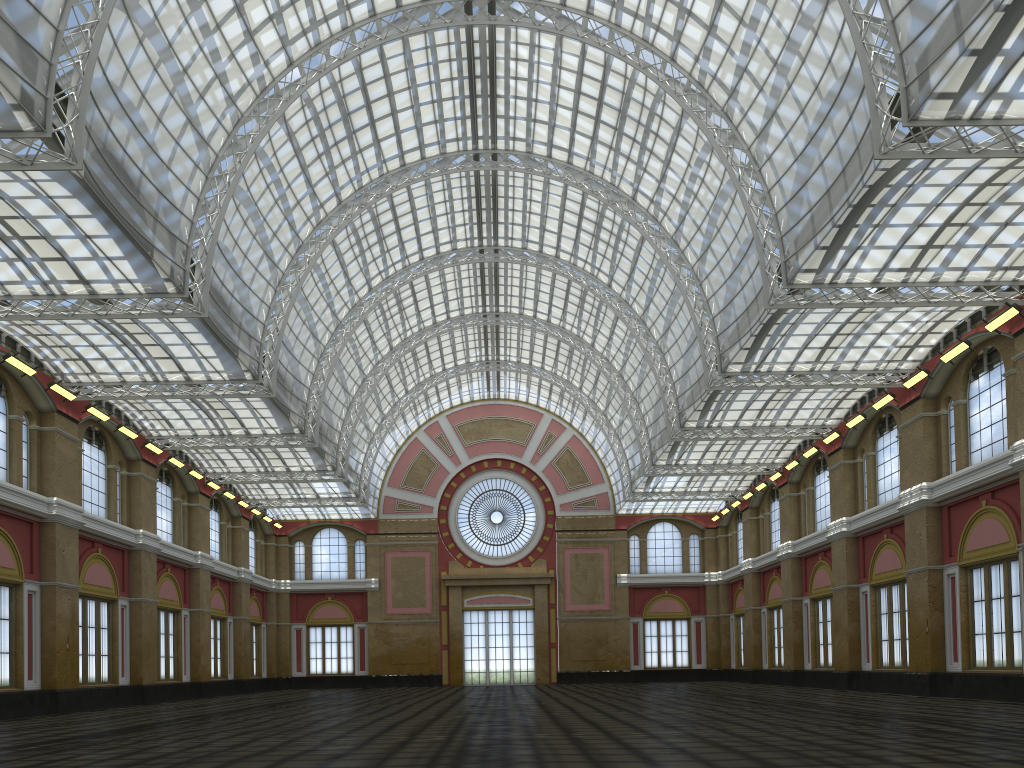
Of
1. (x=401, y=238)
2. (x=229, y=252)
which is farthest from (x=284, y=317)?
(x=401, y=238)
